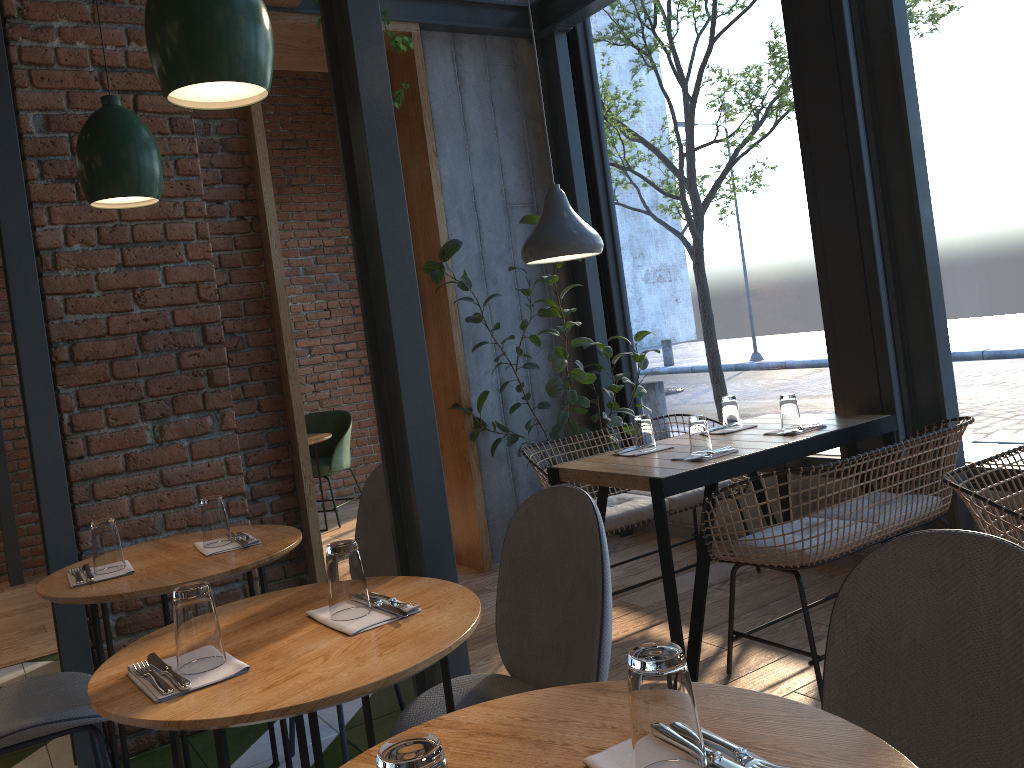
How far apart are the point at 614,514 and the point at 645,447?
0.38m

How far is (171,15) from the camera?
1.5 meters

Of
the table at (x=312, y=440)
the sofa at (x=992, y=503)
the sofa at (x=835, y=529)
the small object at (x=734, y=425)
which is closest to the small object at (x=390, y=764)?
the sofa at (x=992, y=503)

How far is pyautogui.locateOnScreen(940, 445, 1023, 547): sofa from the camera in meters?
2.1

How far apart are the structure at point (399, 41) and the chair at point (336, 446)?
3.0 meters

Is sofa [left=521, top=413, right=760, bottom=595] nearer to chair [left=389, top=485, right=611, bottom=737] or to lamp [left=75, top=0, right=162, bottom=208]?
chair [left=389, top=485, right=611, bottom=737]

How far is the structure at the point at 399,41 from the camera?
4.0m

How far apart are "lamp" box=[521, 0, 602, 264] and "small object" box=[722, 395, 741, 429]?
0.8 meters

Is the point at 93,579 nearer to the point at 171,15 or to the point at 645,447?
the point at 171,15

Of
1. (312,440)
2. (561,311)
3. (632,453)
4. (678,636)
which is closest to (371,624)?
(678,636)
